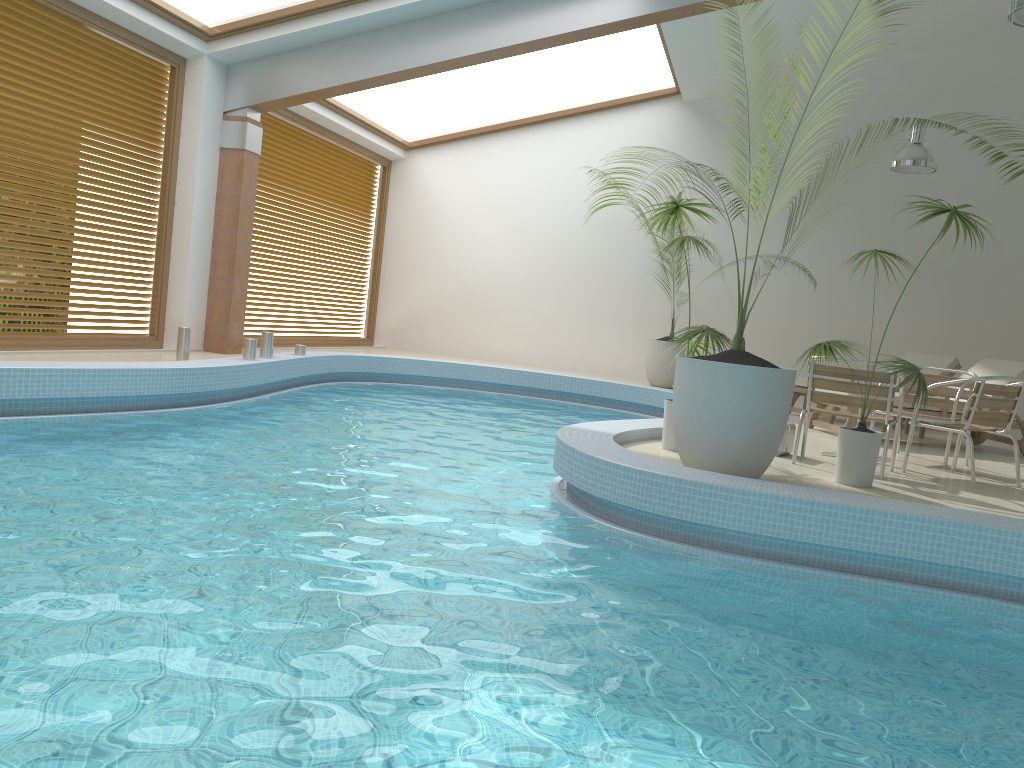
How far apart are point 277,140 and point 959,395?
8.6m

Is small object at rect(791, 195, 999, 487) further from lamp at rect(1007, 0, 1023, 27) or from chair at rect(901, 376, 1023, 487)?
lamp at rect(1007, 0, 1023, 27)

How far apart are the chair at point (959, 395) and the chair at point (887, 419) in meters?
1.0 m

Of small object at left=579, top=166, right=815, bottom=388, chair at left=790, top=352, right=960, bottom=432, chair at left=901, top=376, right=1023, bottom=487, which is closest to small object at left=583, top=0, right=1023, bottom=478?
chair at left=901, top=376, right=1023, bottom=487

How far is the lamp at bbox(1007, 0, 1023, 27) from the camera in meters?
5.3

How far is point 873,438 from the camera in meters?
5.1 m

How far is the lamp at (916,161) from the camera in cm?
987

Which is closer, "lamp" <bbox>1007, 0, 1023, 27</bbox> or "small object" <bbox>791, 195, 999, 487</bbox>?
"small object" <bbox>791, 195, 999, 487</bbox>

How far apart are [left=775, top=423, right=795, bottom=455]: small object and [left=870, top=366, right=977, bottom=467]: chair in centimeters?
108cm

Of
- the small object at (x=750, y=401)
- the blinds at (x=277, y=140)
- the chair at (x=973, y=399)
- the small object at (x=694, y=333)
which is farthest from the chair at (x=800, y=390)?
the blinds at (x=277, y=140)
